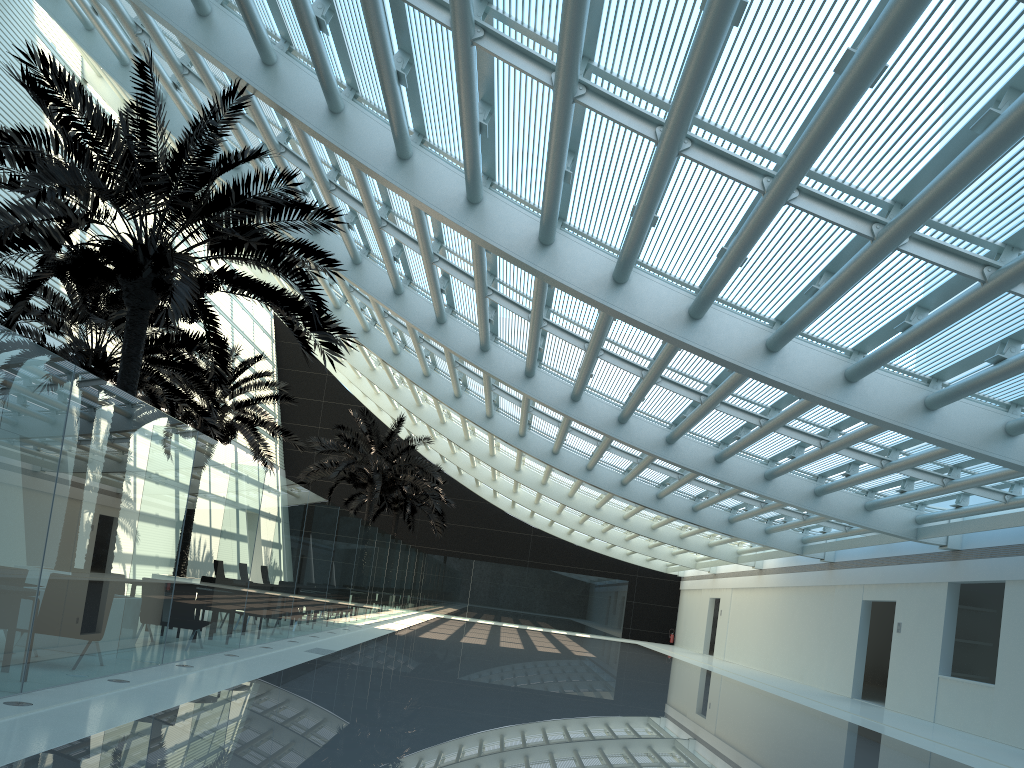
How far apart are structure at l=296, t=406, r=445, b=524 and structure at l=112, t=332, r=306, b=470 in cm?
367

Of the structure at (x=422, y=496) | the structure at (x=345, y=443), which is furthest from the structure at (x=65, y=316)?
the structure at (x=422, y=496)

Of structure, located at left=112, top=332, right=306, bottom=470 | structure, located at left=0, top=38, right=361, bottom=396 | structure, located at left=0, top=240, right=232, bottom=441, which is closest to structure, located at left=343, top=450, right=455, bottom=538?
structure, located at left=112, top=332, right=306, bottom=470

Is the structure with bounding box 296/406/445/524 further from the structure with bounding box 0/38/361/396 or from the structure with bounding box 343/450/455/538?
the structure with bounding box 0/38/361/396

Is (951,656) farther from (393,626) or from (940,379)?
(393,626)

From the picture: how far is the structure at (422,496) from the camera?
36.3m

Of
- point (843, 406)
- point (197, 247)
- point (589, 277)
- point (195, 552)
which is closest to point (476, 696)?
point (195, 552)

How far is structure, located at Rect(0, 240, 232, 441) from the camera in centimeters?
1513cm

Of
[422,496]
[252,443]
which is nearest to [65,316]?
[252,443]

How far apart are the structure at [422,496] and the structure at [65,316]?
17.7m
